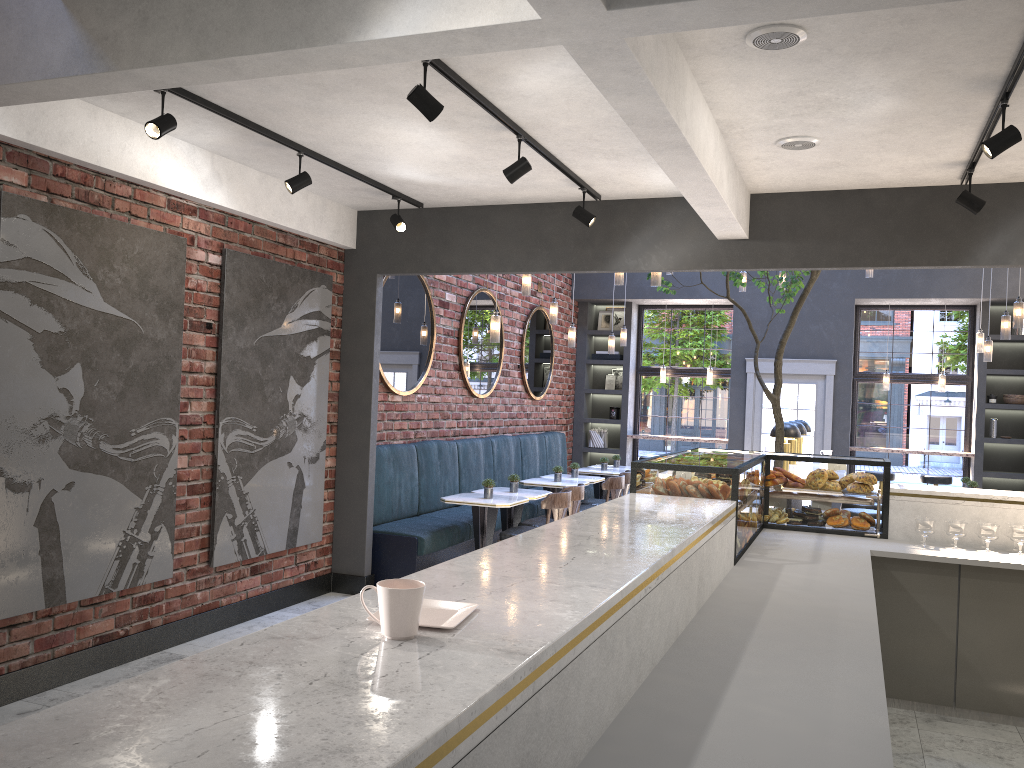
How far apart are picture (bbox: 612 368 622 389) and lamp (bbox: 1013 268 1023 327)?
6.19m

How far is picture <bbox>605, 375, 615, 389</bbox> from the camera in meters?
13.0

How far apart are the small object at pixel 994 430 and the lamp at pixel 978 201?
7.1 meters

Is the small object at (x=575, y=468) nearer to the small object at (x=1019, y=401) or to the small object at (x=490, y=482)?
the small object at (x=490, y=482)

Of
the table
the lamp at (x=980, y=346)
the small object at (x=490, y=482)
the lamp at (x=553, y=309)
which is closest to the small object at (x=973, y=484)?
the lamp at (x=980, y=346)

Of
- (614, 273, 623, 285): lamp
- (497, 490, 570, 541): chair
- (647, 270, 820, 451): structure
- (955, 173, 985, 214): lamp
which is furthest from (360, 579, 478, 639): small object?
(614, 273, 623, 285): lamp

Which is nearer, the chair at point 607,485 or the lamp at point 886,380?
the chair at point 607,485

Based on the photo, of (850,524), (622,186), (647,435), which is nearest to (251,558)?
(622,186)

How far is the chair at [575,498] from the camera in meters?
7.5

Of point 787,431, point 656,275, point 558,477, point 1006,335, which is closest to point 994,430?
point 1006,335
